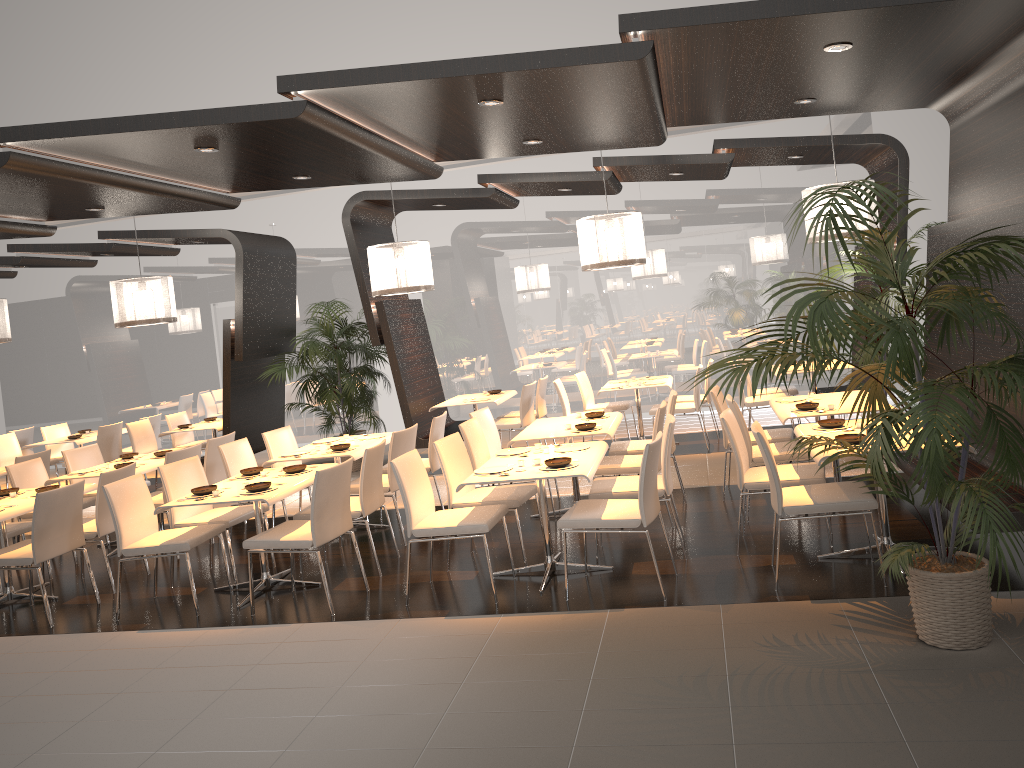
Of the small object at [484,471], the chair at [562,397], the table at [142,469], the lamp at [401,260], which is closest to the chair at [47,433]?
the table at [142,469]

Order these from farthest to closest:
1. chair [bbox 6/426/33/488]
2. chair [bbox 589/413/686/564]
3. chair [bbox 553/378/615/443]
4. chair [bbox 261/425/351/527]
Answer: chair [bbox 6/426/33/488] < chair [bbox 553/378/615/443] < chair [bbox 261/425/351/527] < chair [bbox 589/413/686/564]

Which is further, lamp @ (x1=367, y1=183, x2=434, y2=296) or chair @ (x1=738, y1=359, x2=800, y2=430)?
chair @ (x1=738, y1=359, x2=800, y2=430)

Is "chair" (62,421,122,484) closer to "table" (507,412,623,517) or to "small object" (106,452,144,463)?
"small object" (106,452,144,463)

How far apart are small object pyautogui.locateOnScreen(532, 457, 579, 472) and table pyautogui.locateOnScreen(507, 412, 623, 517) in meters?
1.1 m

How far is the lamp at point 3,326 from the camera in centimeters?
985cm

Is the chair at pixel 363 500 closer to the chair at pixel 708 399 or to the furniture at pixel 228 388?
the furniture at pixel 228 388

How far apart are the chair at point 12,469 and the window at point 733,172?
5.8 meters

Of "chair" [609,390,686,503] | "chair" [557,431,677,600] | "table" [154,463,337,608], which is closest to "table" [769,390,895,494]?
"chair" [609,390,686,503]

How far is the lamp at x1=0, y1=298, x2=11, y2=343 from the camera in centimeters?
985cm
